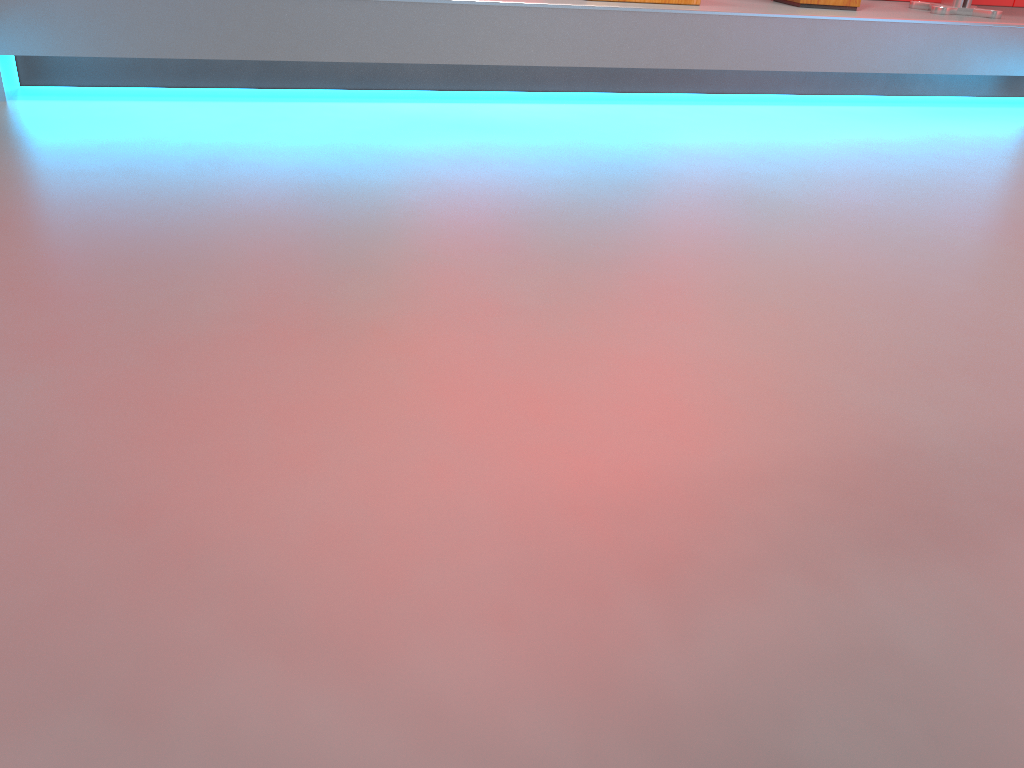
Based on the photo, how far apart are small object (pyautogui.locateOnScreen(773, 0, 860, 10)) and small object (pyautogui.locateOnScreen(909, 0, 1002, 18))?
0.3 meters

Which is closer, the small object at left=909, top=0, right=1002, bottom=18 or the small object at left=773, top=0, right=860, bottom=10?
the small object at left=773, top=0, right=860, bottom=10

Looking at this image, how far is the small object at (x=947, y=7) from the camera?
2.93m

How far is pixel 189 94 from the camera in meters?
2.2

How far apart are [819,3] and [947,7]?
0.5m

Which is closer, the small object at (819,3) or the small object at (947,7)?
the small object at (819,3)

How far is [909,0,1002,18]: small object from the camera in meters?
2.9

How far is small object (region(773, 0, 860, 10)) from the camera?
2.8m

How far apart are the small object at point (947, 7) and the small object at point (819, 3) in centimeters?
34cm

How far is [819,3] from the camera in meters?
2.8 m
